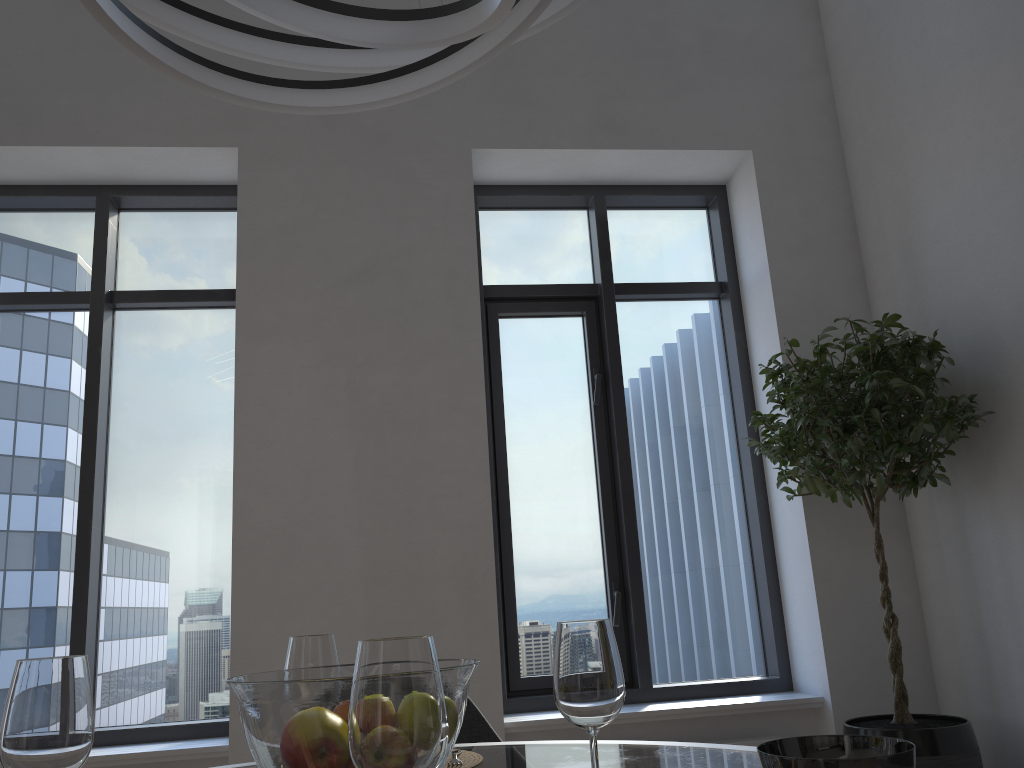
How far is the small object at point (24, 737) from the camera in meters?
0.8 m

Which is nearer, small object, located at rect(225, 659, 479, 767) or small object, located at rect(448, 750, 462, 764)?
small object, located at rect(225, 659, 479, 767)

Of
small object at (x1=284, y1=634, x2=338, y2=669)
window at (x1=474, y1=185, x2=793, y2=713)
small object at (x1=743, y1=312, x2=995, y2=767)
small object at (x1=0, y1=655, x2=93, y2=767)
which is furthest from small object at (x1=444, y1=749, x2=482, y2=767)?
window at (x1=474, y1=185, x2=793, y2=713)

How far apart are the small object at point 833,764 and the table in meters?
0.3 m

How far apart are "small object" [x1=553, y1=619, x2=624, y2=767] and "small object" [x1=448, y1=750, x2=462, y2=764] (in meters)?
0.51

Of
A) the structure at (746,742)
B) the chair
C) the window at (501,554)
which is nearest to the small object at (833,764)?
the chair

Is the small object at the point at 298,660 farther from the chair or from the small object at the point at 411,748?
the chair

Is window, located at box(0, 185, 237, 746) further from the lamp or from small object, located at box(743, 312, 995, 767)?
the lamp

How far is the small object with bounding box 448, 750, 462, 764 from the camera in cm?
144

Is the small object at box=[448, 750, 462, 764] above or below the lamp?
below
